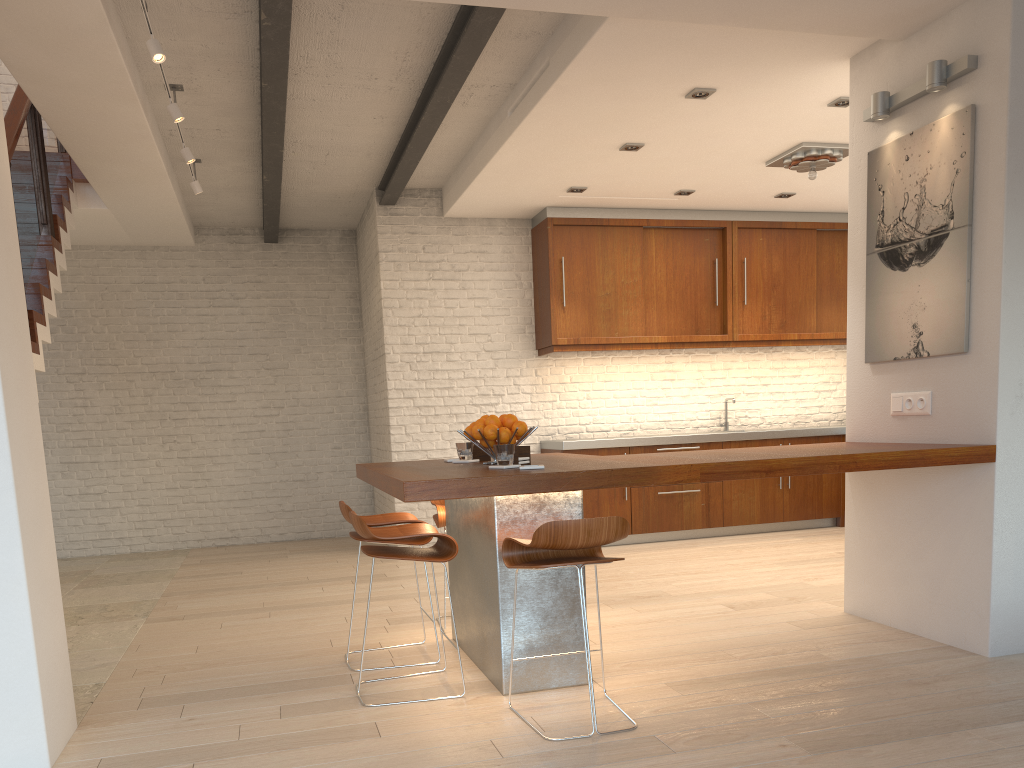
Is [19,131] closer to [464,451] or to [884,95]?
[464,451]

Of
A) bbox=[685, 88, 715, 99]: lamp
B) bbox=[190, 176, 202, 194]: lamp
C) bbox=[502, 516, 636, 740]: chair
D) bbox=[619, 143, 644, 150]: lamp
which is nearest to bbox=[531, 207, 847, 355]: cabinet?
bbox=[619, 143, 644, 150]: lamp

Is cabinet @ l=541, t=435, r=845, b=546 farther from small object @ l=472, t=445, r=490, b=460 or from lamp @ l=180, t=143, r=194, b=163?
lamp @ l=180, t=143, r=194, b=163

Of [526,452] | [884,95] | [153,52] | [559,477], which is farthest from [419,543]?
[884,95]

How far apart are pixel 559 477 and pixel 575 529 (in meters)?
0.26

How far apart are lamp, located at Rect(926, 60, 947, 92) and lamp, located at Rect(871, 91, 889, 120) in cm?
33

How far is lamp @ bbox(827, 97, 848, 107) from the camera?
5.2m

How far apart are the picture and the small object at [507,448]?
2.0m

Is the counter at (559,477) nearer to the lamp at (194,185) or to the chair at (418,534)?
the chair at (418,534)

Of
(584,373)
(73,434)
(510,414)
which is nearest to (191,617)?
(510,414)
